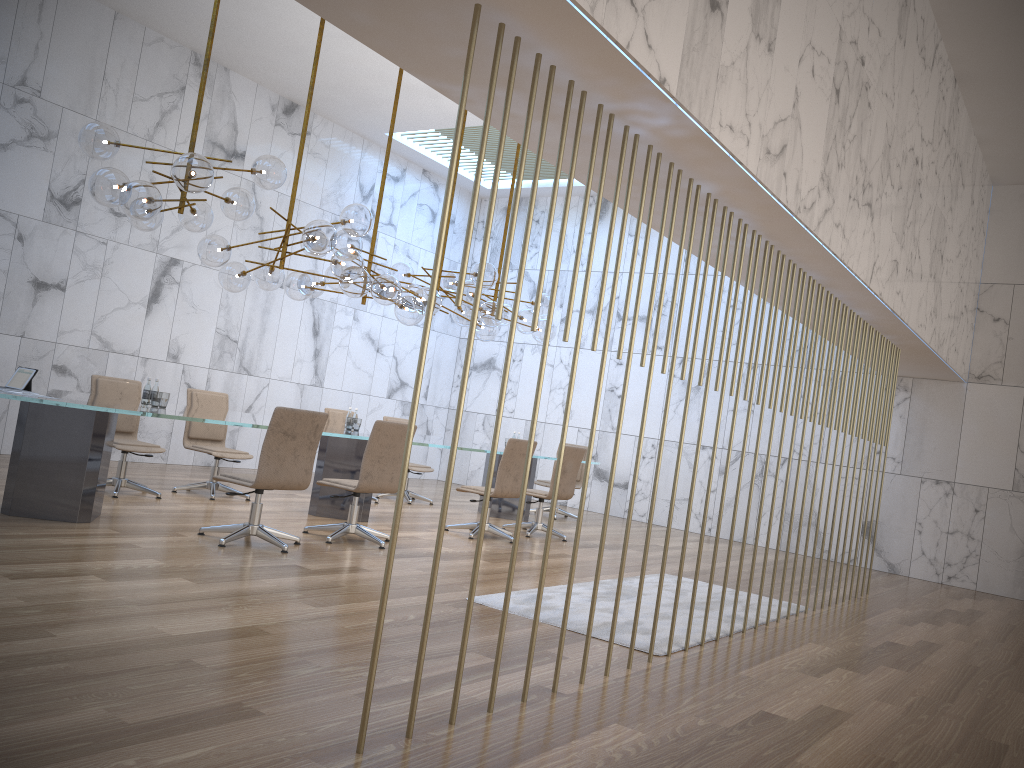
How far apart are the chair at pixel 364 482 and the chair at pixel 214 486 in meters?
1.8 m

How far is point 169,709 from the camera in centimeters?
293cm

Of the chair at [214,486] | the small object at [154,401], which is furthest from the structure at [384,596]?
the chair at [214,486]

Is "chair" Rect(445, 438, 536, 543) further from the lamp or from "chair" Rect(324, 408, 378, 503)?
"chair" Rect(324, 408, 378, 503)

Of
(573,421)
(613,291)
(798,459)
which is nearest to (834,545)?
(573,421)

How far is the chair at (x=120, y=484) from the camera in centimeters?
766cm

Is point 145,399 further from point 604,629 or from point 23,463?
point 604,629

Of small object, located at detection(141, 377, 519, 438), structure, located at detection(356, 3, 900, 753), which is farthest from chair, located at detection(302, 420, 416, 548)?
structure, located at detection(356, 3, 900, 753)

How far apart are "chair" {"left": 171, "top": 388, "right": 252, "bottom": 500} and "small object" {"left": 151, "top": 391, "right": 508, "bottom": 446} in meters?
1.1

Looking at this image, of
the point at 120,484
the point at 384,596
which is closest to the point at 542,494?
the point at 120,484
